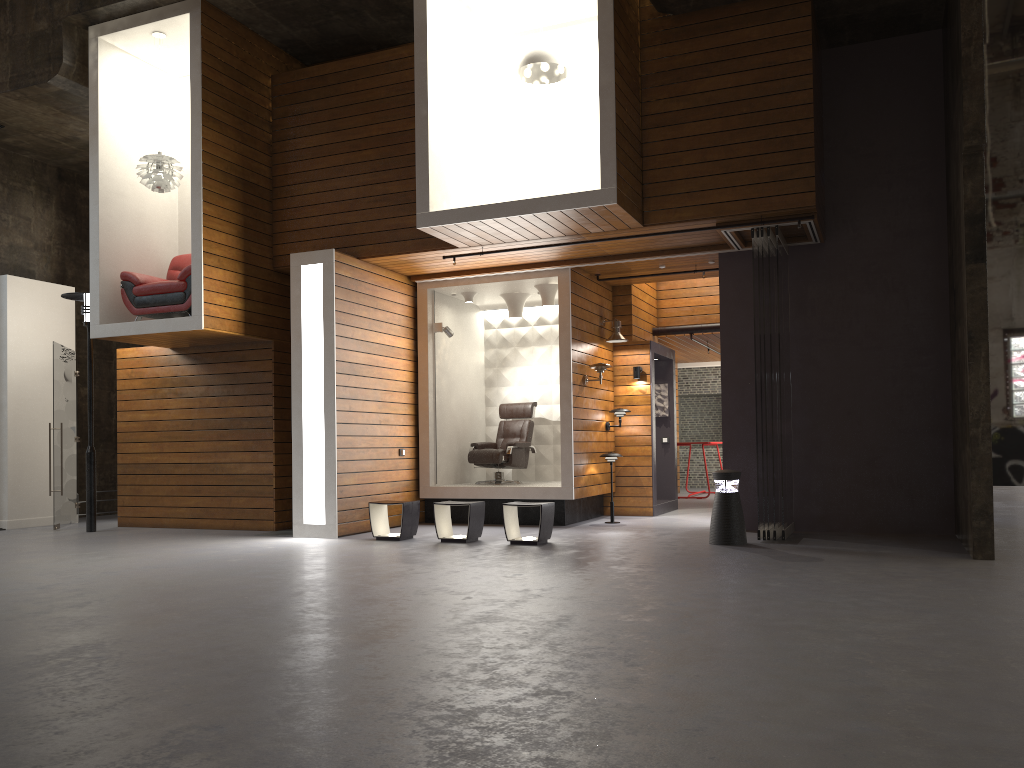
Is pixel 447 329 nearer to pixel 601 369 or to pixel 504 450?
pixel 504 450

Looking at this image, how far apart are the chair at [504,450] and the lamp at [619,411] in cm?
114

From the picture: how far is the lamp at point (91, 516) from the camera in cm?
1050

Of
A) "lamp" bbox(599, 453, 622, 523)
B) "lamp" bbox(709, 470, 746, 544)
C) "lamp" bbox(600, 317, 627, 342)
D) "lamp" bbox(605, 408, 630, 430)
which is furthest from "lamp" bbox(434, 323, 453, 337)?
"lamp" bbox(709, 470, 746, 544)

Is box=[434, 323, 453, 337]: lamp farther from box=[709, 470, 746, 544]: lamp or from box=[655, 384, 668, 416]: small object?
box=[709, 470, 746, 544]: lamp

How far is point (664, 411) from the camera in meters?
12.8 m

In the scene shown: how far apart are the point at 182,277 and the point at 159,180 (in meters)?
1.14

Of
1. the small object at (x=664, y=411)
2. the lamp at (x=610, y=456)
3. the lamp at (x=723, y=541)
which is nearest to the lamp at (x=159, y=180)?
the lamp at (x=610, y=456)

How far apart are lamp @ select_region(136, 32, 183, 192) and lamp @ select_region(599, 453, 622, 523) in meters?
5.9

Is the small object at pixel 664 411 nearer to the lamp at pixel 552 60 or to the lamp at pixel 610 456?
the lamp at pixel 610 456
